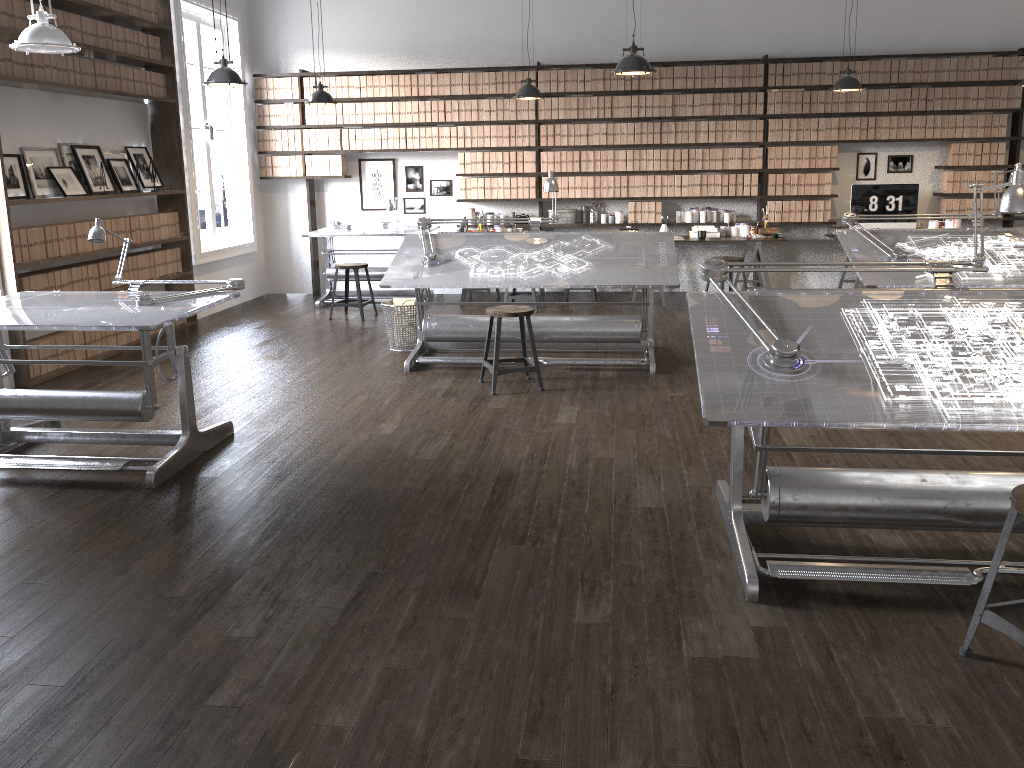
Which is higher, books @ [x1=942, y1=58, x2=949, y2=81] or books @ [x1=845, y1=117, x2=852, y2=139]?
books @ [x1=942, y1=58, x2=949, y2=81]

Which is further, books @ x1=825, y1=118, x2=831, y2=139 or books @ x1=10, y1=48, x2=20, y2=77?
books @ x1=825, y1=118, x2=831, y2=139

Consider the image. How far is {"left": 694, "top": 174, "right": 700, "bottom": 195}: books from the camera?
9.2m

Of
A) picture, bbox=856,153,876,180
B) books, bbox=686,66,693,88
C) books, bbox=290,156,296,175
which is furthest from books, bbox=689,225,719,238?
books, bbox=290,156,296,175

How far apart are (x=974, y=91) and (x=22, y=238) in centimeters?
851cm

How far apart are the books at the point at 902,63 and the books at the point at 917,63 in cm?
13

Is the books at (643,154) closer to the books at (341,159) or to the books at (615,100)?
the books at (615,100)

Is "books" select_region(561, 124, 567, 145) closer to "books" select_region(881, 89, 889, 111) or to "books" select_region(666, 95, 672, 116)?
"books" select_region(666, 95, 672, 116)

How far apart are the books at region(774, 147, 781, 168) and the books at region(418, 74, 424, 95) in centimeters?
375cm

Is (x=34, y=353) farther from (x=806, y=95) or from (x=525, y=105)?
(x=806, y=95)
